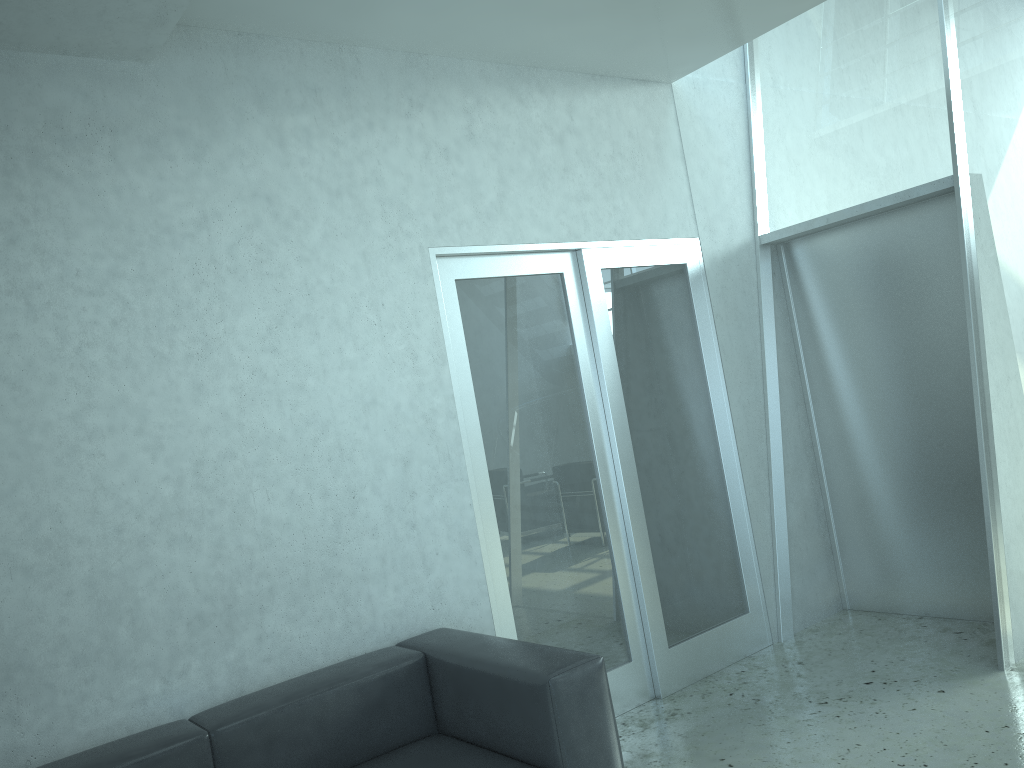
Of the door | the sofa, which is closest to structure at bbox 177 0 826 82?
the door

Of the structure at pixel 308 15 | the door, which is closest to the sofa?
the door

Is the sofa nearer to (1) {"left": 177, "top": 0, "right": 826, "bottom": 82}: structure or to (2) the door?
(2) the door

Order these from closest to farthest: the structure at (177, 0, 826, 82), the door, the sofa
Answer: the sofa, the structure at (177, 0, 826, 82), the door

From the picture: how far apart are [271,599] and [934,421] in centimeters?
328cm

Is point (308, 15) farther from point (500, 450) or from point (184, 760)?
point (184, 760)

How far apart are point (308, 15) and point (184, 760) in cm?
250

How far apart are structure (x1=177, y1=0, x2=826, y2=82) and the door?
0.9 meters

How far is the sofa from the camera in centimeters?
255cm

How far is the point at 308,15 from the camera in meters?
3.2 m
